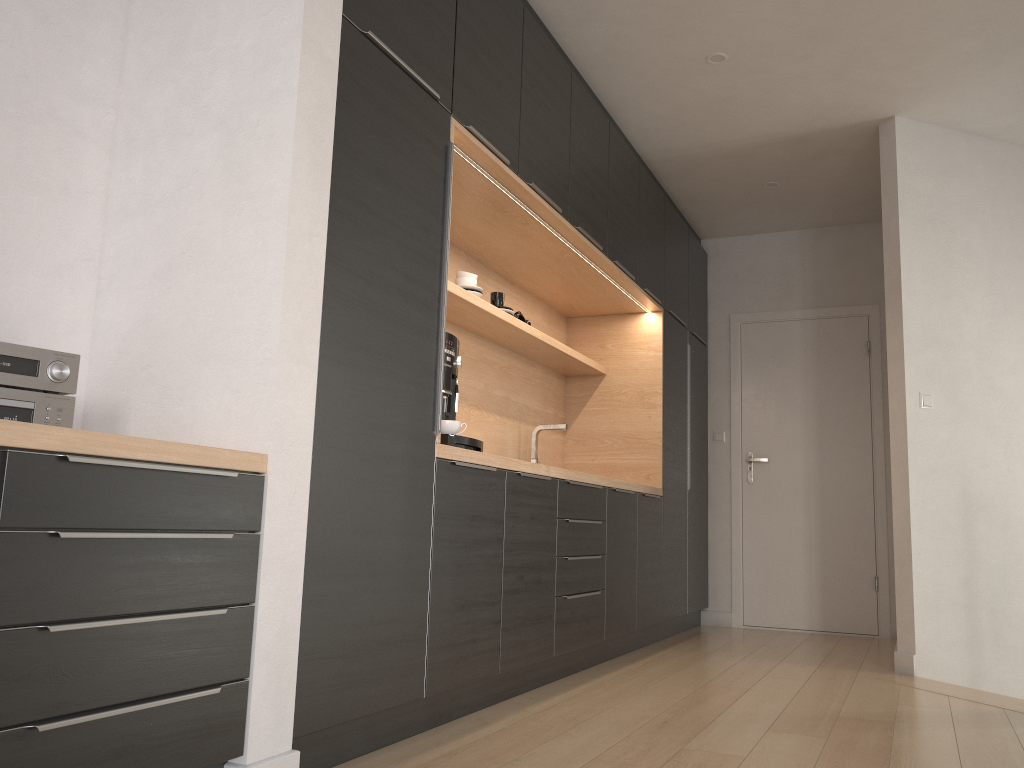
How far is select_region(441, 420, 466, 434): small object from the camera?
2.9m

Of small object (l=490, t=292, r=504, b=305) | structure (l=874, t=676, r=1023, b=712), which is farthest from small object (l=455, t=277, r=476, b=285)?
structure (l=874, t=676, r=1023, b=712)

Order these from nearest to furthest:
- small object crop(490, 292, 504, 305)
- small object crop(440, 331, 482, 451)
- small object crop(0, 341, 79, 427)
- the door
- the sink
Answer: small object crop(0, 341, 79, 427), small object crop(440, 331, 482, 451), small object crop(490, 292, 504, 305), the sink, the door

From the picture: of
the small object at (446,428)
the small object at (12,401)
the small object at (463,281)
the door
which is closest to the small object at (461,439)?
the small object at (446,428)

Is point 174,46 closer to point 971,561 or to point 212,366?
point 212,366

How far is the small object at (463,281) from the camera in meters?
3.8

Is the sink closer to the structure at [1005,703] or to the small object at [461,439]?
the small object at [461,439]

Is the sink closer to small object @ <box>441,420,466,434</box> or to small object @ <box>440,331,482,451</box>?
small object @ <box>440,331,482,451</box>

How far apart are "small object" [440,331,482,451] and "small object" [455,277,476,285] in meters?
0.8

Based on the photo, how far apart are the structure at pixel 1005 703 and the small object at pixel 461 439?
2.2 meters
